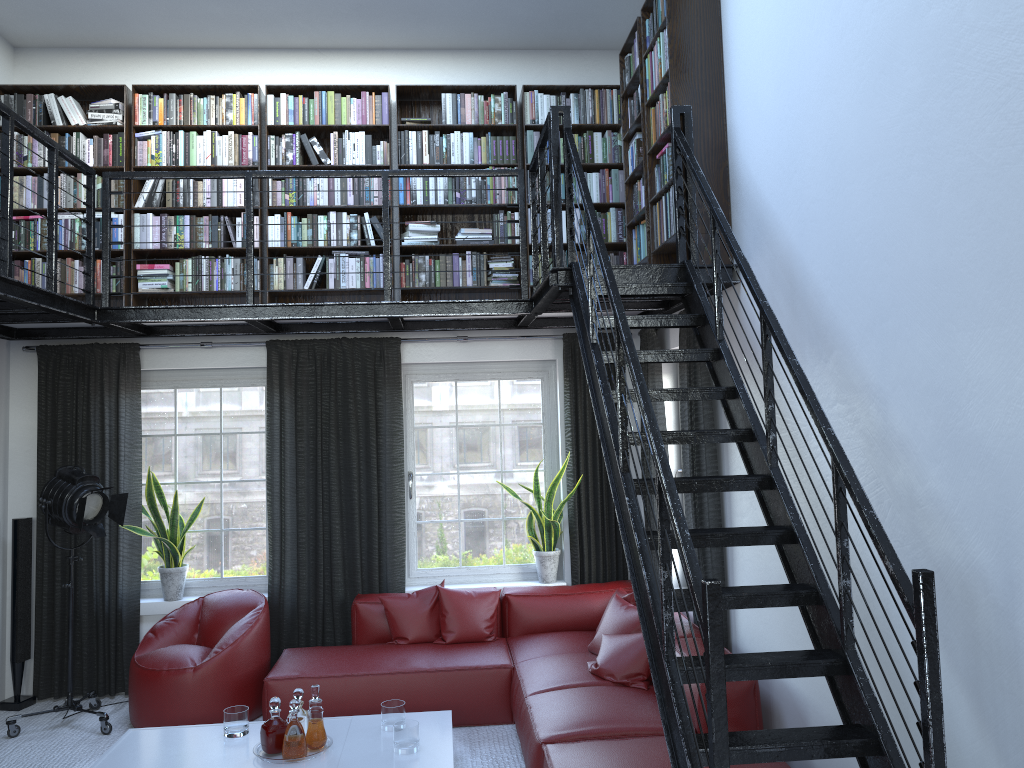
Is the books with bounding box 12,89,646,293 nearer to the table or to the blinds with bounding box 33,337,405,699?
the blinds with bounding box 33,337,405,699

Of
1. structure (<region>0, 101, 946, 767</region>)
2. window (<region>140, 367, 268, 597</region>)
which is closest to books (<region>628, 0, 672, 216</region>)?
structure (<region>0, 101, 946, 767</region>)

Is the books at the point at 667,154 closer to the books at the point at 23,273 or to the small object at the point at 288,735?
the books at the point at 23,273

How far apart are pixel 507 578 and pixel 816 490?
3.8 meters

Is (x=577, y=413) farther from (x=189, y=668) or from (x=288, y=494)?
(x=189, y=668)

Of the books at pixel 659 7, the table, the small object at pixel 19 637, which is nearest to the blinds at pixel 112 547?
the small object at pixel 19 637

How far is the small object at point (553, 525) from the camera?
6.3 meters

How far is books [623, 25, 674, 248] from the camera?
4.7m

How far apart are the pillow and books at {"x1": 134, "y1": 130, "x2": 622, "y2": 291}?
2.1m

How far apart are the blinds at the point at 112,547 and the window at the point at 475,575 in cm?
14
